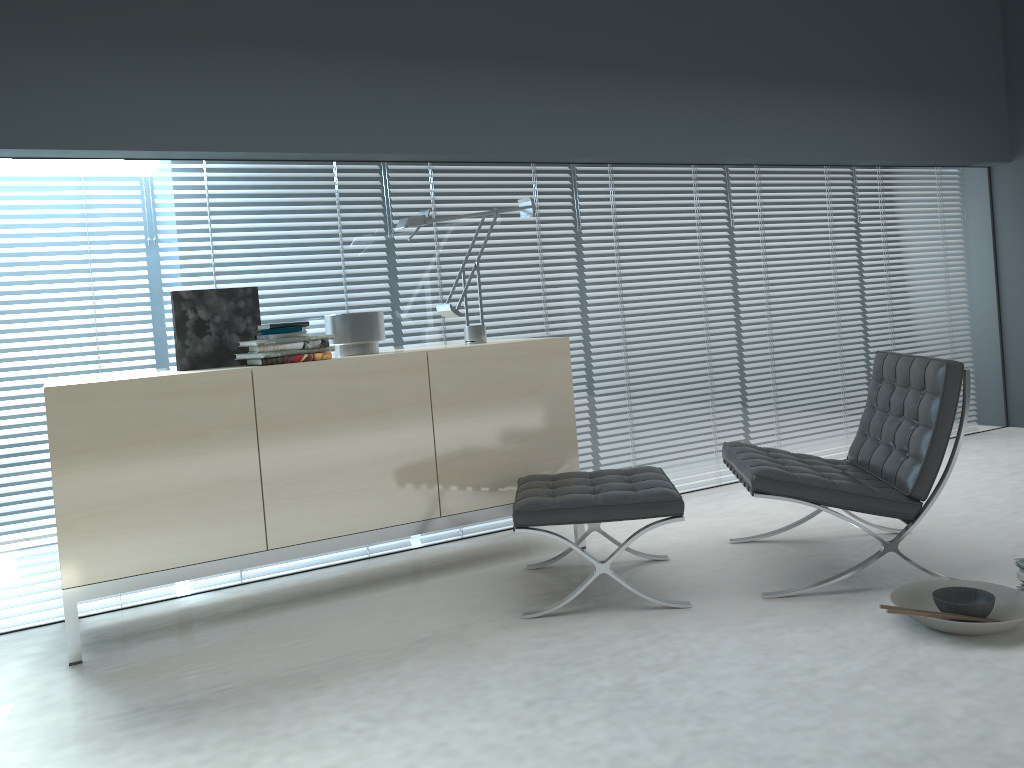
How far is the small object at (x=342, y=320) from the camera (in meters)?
3.46

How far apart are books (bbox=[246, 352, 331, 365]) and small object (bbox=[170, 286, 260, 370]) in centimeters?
14cm

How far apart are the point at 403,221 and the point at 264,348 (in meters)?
0.79

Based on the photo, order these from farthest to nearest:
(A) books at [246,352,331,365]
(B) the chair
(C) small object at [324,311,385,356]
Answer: (C) small object at [324,311,385,356]
(A) books at [246,352,331,365]
(B) the chair

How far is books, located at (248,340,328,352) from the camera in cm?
315

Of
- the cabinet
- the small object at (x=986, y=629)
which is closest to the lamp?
the cabinet

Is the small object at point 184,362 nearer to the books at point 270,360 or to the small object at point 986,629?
the books at point 270,360

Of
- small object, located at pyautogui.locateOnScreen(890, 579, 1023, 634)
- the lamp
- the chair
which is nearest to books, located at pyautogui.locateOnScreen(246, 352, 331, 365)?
the lamp

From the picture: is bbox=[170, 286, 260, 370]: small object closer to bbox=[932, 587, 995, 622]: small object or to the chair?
the chair

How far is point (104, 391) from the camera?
2.88m
